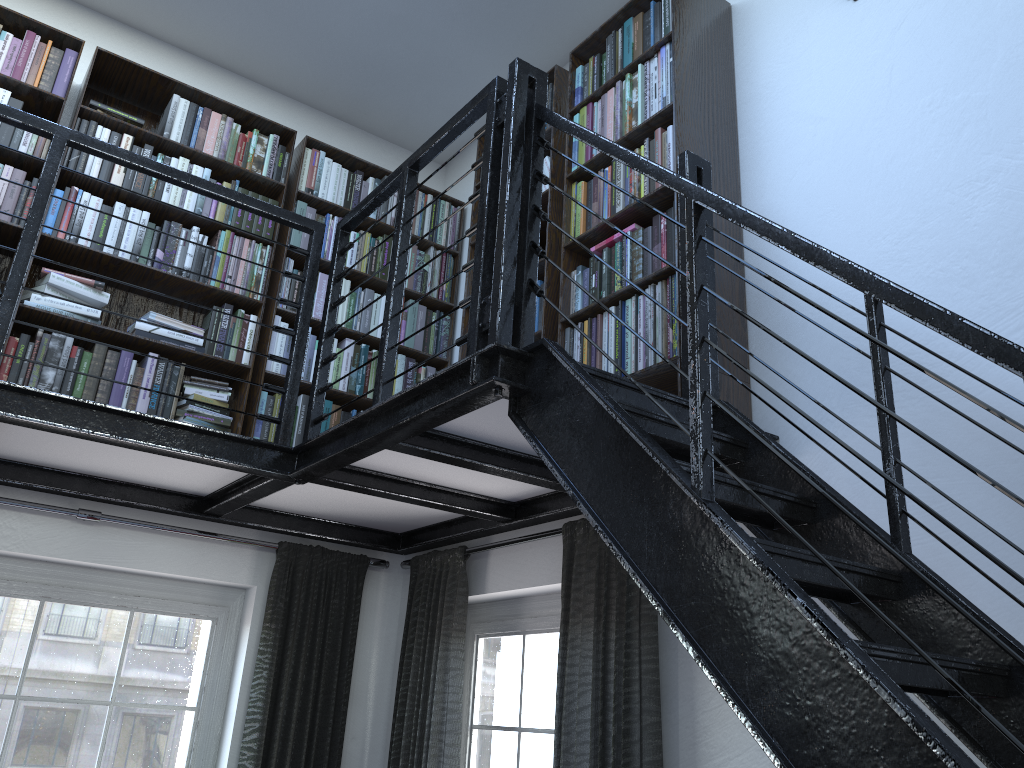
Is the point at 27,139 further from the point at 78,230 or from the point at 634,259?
the point at 634,259

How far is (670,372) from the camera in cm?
254

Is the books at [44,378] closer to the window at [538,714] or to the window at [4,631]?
the window at [4,631]

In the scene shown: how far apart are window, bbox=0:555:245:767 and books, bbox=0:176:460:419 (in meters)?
0.67

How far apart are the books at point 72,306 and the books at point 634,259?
1.3m

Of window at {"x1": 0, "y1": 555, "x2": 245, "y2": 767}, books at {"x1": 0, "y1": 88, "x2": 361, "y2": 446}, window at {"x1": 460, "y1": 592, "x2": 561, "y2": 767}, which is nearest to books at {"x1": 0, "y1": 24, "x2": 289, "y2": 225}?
books at {"x1": 0, "y1": 88, "x2": 361, "y2": 446}

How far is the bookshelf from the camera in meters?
2.8 m

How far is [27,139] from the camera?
3.28m

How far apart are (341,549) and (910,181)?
2.7 meters

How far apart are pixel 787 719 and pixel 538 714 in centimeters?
214cm
